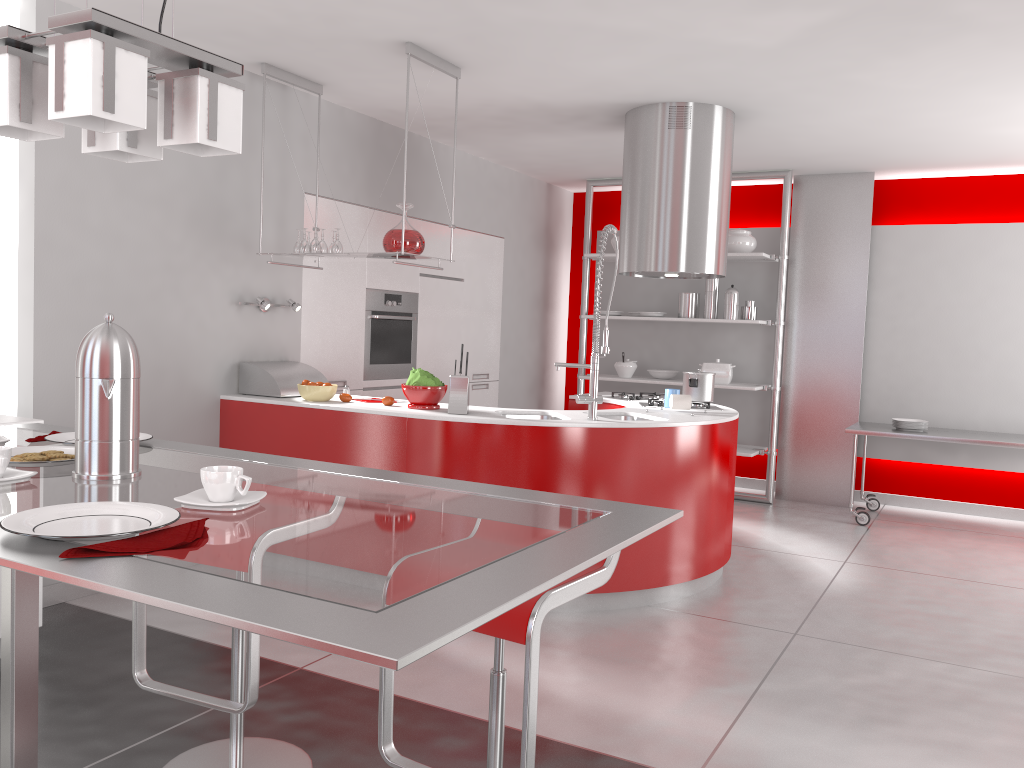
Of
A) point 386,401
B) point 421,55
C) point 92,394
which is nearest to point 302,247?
point 386,401

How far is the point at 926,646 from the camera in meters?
3.8 m

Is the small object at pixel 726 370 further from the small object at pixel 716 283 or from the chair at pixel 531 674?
the chair at pixel 531 674

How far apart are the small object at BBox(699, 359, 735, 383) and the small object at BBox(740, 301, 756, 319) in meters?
0.4

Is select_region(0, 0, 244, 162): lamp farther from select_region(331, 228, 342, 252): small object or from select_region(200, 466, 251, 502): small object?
select_region(331, 228, 342, 252): small object

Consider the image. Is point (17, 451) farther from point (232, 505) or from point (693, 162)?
point (693, 162)

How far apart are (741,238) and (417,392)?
3.7 meters

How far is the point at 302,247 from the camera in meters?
4.6

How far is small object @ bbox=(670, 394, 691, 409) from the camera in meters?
4.6 m

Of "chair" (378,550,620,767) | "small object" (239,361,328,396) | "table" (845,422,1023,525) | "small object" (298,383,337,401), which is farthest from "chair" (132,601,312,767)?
"table" (845,422,1023,525)
